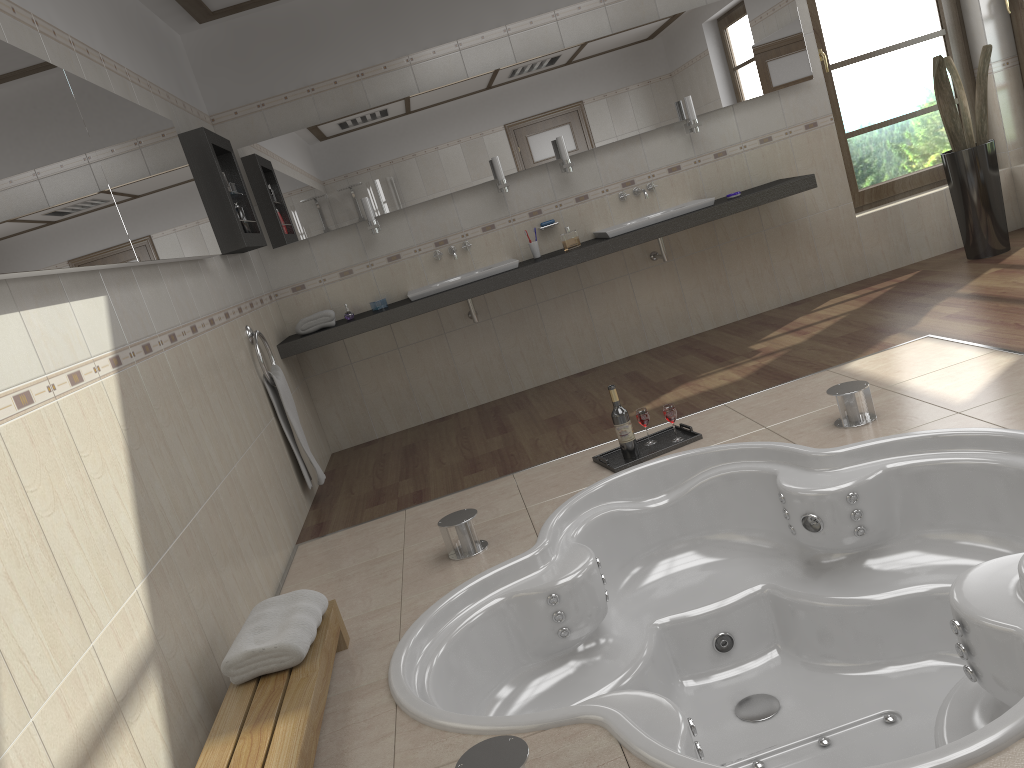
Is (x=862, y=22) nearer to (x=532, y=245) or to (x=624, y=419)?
(x=532, y=245)

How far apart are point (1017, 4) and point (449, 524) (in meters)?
4.93

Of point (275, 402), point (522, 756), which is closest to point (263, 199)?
point (275, 402)

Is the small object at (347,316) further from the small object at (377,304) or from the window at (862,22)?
the window at (862,22)

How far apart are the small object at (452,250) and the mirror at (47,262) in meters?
1.7 m

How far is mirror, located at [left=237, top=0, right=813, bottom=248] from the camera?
5.2 meters

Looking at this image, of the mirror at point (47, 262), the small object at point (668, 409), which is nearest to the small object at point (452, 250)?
the mirror at point (47, 262)

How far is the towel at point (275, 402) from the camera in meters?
4.3

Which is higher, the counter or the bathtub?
the counter

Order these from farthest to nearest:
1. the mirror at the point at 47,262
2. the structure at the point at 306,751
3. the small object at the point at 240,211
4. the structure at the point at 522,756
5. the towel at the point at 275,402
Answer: the small object at the point at 240,211, the towel at the point at 275,402, the mirror at the point at 47,262, the structure at the point at 306,751, the structure at the point at 522,756
